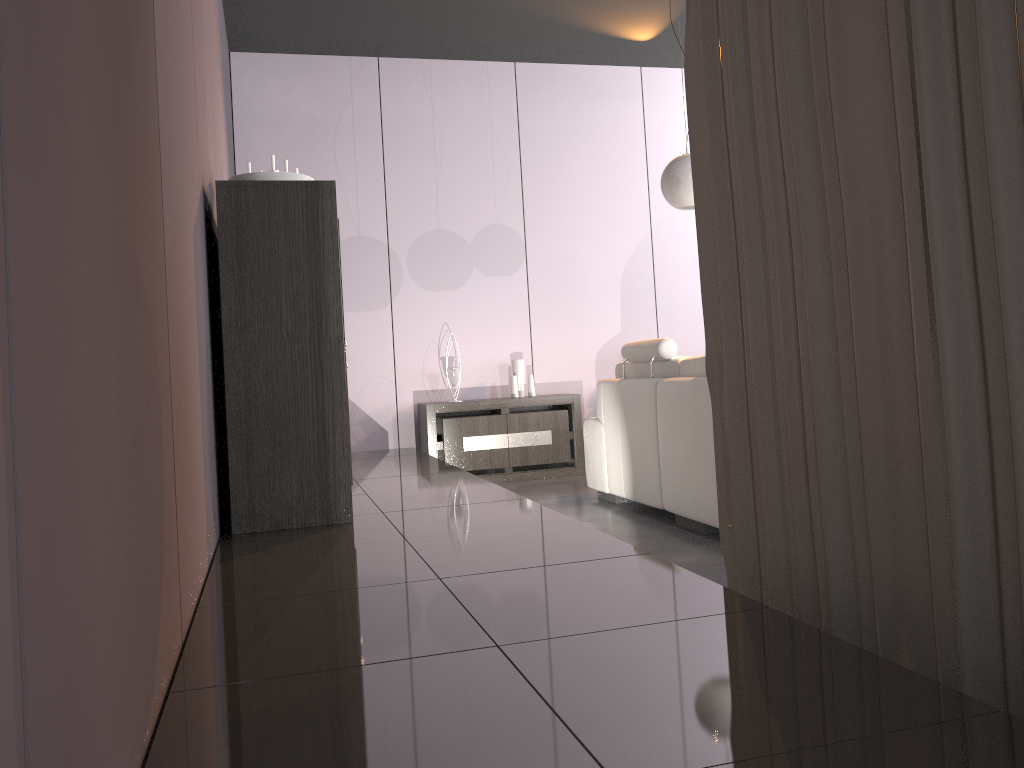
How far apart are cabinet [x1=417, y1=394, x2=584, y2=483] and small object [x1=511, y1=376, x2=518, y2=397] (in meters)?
0.14

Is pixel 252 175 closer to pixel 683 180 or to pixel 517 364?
pixel 683 180

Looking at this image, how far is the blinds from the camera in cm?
127

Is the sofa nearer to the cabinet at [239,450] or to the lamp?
the lamp

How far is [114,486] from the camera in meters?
1.0

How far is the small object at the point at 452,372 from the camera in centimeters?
599cm

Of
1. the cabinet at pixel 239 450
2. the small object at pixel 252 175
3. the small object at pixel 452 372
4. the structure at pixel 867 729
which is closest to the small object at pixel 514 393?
the small object at pixel 452 372

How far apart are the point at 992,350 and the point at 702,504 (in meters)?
2.47

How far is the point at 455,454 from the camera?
5.84m

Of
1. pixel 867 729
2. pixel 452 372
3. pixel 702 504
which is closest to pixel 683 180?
pixel 702 504
